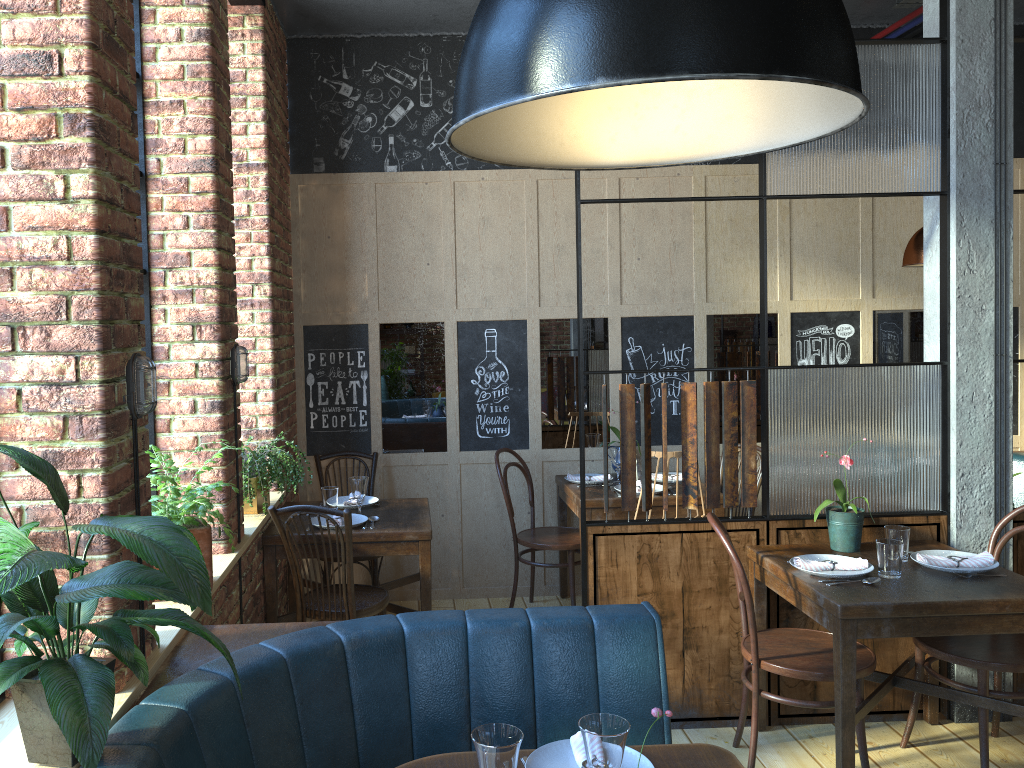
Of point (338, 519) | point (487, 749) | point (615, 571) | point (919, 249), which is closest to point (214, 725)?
point (487, 749)

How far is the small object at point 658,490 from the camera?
4.7 meters

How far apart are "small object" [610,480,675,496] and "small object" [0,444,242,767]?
3.23m

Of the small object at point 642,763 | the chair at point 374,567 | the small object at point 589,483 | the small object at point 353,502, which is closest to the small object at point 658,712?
the small object at point 642,763

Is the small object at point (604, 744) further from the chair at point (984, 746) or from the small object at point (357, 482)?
the small object at point (357, 482)

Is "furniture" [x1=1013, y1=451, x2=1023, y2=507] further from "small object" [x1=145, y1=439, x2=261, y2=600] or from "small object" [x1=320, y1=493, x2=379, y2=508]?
"small object" [x1=145, y1=439, x2=261, y2=600]

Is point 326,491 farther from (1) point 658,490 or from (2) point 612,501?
(1) point 658,490

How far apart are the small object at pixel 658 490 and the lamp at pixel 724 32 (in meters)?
3.46

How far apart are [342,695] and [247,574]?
1.4m

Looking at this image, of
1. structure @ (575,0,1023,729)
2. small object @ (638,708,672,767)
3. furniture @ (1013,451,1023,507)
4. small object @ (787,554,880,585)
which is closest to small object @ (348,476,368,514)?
structure @ (575,0,1023,729)
